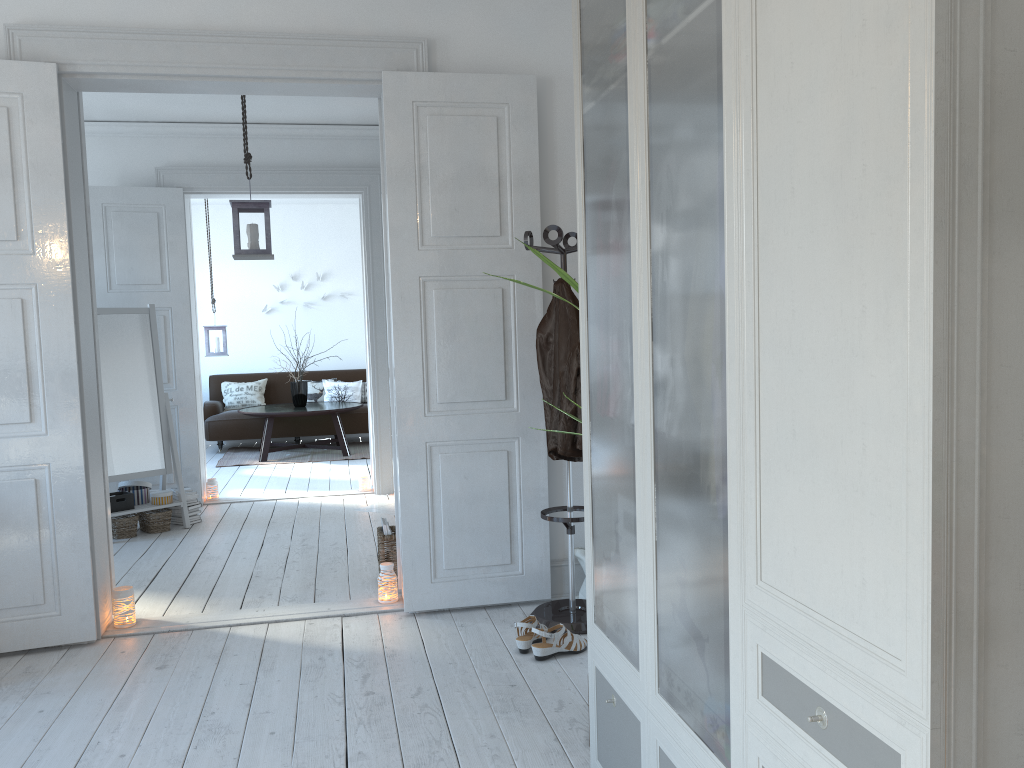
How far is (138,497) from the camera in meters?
5.8

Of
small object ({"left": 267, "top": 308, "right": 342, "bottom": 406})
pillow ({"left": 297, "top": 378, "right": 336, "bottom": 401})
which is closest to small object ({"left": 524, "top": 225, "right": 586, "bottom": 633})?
small object ({"left": 267, "top": 308, "right": 342, "bottom": 406})

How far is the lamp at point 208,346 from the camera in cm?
913

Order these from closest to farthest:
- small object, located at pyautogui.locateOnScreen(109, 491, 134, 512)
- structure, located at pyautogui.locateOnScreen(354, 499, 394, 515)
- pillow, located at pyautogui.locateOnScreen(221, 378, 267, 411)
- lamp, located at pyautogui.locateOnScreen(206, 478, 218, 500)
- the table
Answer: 1. small object, located at pyautogui.locateOnScreen(109, 491, 134, 512)
2. structure, located at pyautogui.locateOnScreen(354, 499, 394, 515)
3. lamp, located at pyautogui.locateOnScreen(206, 478, 218, 500)
4. the table
5. pillow, located at pyautogui.locateOnScreen(221, 378, 267, 411)

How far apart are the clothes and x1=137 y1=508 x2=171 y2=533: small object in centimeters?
322cm

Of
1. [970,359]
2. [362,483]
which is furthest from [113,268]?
[970,359]

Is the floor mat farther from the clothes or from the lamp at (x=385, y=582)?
the clothes

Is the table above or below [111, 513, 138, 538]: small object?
above

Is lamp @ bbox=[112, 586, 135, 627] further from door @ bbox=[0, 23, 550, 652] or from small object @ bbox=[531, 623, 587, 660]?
small object @ bbox=[531, 623, 587, 660]

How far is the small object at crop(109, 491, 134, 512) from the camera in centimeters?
558cm
